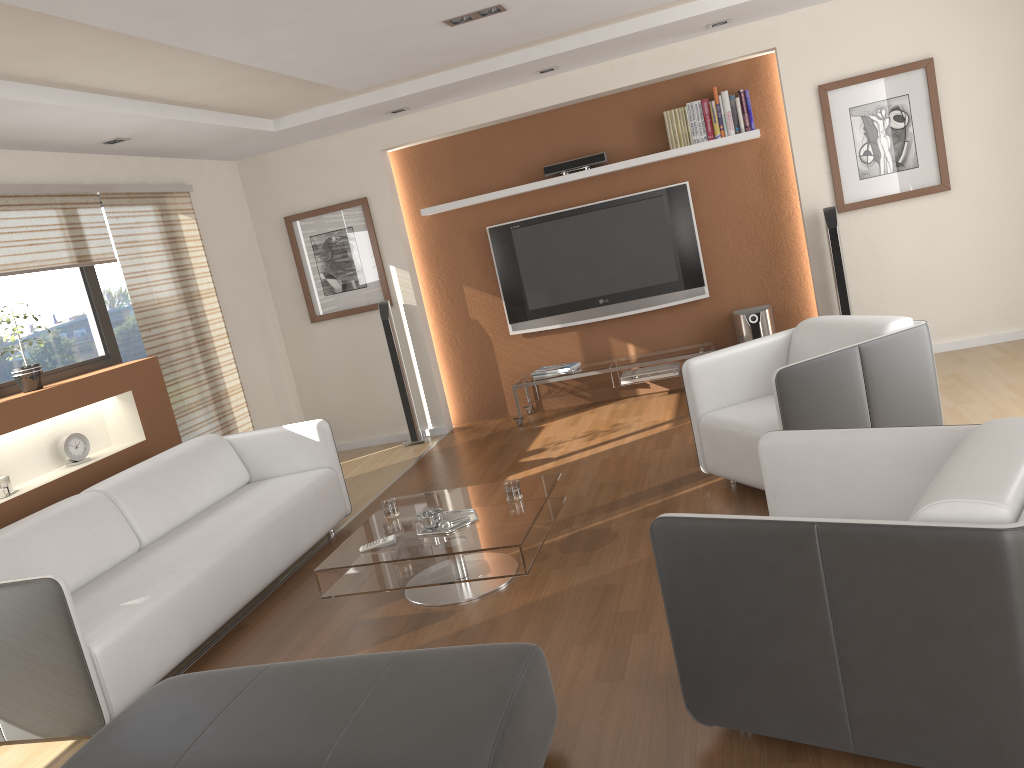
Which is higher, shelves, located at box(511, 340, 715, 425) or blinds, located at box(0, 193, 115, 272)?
blinds, located at box(0, 193, 115, 272)

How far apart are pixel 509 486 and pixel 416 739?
1.92m

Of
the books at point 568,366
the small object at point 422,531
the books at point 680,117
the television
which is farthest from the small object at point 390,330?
the small object at point 422,531

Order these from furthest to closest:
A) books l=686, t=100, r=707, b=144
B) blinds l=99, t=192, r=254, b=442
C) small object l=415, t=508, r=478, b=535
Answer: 1. books l=686, t=100, r=707, b=144
2. blinds l=99, t=192, r=254, b=442
3. small object l=415, t=508, r=478, b=535

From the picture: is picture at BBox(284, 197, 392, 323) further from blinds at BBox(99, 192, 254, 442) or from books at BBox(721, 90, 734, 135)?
books at BBox(721, 90, 734, 135)

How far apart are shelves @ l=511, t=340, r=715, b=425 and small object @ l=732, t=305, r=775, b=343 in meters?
0.2

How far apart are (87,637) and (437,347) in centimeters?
445cm

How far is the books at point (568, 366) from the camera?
6.9m

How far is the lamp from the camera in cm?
423

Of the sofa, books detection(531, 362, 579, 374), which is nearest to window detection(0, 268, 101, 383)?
the sofa
